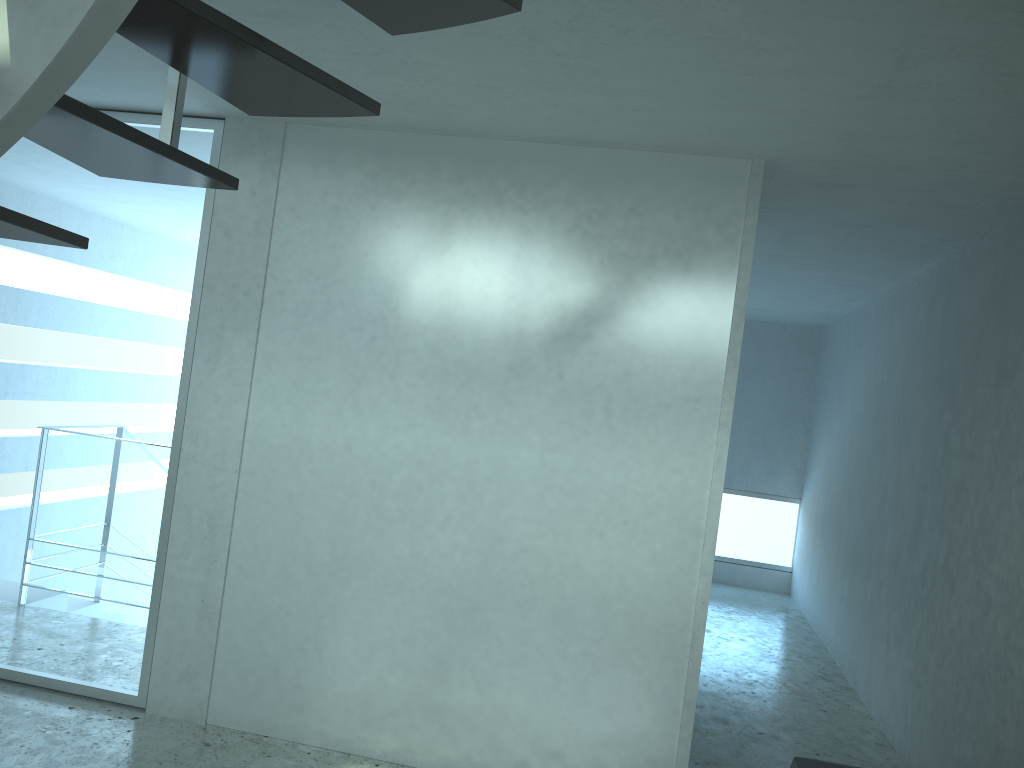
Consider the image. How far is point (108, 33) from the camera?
1.2 meters

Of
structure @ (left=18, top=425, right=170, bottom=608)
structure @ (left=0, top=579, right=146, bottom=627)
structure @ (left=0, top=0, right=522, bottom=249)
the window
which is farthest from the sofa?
the window

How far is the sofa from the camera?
2.76m

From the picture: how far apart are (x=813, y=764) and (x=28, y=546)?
4.78m

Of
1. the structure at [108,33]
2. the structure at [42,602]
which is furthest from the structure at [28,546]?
the structure at [108,33]

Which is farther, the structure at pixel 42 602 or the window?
the window

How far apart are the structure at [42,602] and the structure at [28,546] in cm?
7

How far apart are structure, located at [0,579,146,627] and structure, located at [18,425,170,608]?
0.07m

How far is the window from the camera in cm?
926

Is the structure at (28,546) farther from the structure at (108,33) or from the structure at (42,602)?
the structure at (108,33)
